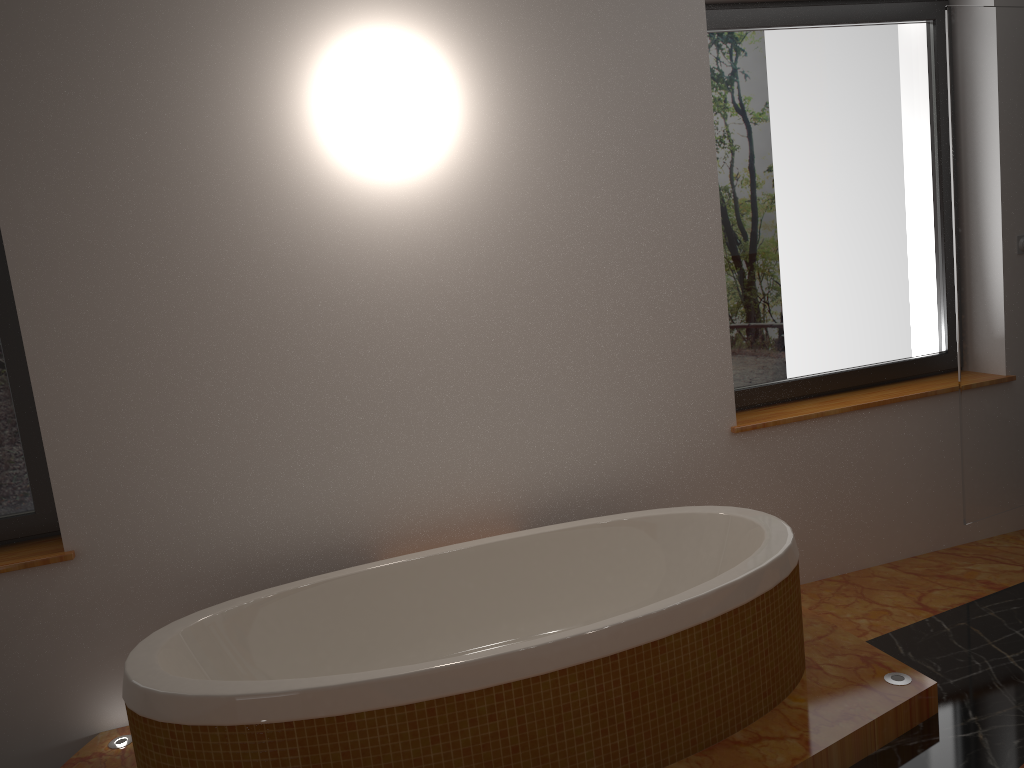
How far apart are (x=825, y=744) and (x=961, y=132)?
2.15m

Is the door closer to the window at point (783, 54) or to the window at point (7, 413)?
the window at point (783, 54)

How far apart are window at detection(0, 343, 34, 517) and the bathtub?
0.7m

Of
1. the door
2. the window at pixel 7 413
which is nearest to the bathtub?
the window at pixel 7 413

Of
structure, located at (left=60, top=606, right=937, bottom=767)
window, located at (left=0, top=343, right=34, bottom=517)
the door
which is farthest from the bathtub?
the door

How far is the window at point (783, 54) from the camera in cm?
326

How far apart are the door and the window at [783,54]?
0.3 meters

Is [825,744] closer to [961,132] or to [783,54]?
[961,132]

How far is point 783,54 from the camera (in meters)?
3.26

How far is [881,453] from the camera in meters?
3.4
